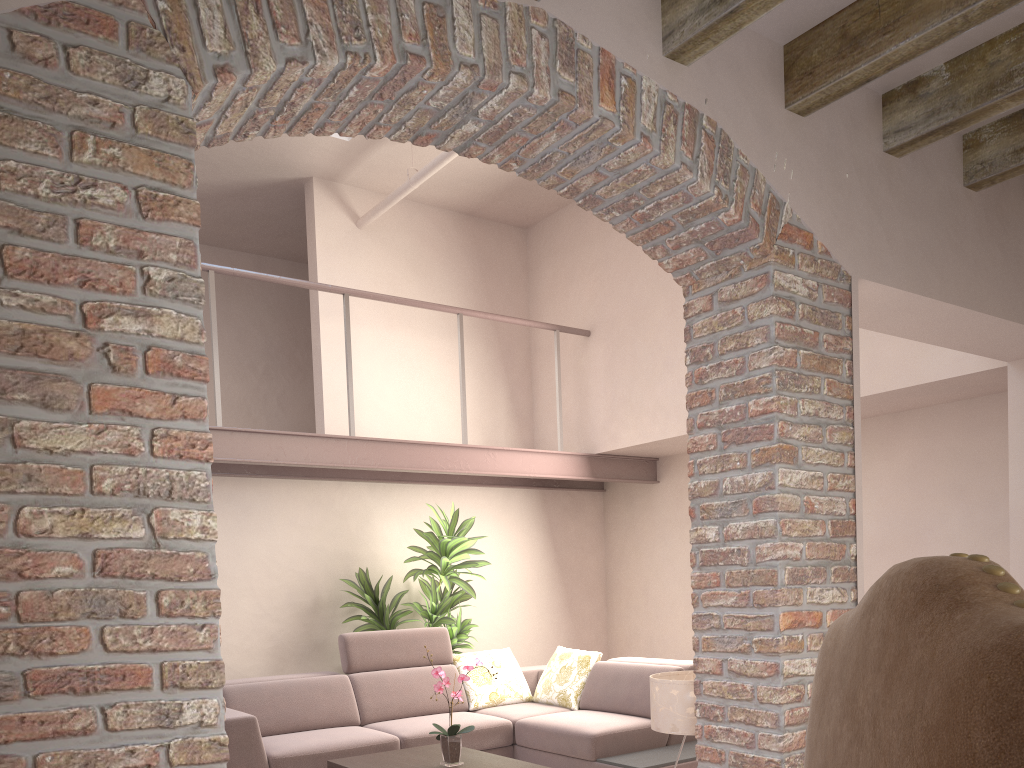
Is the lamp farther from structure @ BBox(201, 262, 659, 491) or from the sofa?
structure @ BBox(201, 262, 659, 491)

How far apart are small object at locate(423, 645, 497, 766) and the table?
0.05m

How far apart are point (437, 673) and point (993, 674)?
3.9 meters

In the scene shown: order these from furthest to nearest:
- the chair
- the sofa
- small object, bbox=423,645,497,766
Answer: the sofa
small object, bbox=423,645,497,766
the chair

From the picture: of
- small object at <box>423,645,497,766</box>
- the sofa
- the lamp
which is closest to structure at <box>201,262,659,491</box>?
the sofa

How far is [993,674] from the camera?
0.6m

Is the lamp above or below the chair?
below

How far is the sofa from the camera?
5.0m

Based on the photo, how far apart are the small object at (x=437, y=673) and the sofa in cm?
75

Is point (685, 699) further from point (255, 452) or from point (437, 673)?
point (255, 452)
